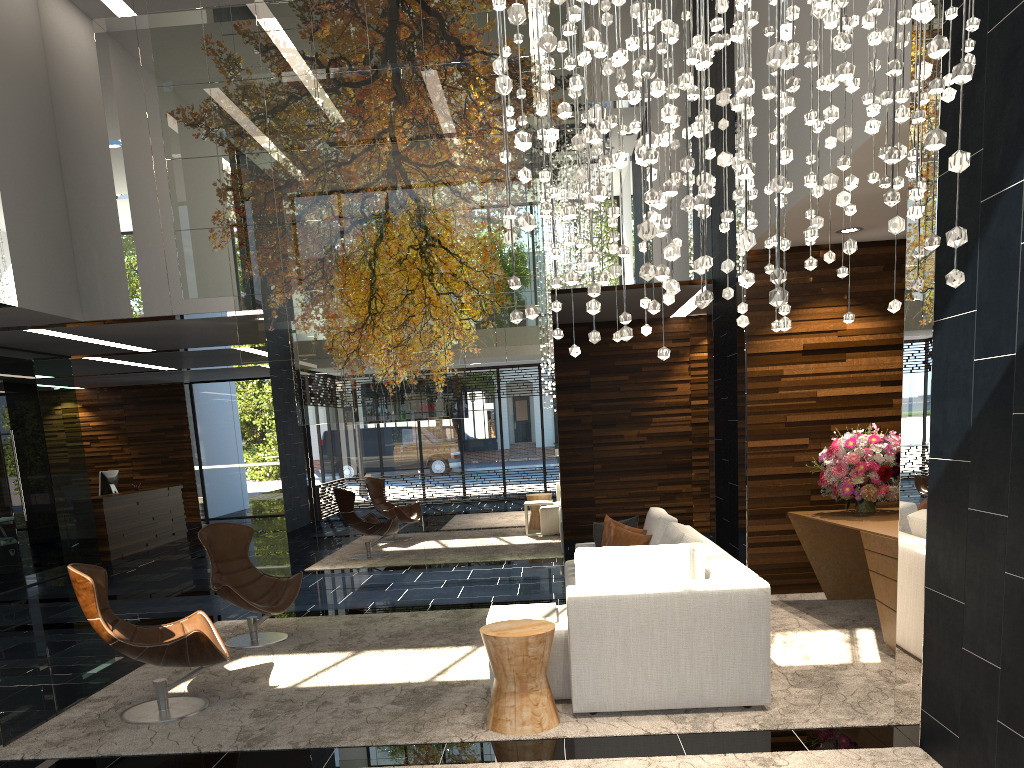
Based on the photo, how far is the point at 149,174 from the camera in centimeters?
878cm

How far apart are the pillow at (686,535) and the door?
8.16m

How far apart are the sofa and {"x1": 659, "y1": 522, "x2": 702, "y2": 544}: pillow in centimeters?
15cm

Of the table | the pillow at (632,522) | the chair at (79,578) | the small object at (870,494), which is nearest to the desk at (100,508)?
the chair at (79,578)

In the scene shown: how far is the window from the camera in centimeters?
1794cm

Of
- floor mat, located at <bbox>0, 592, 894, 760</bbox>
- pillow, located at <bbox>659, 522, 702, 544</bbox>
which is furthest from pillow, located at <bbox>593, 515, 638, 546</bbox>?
floor mat, located at <bbox>0, 592, 894, 760</bbox>

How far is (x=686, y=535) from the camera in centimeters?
504cm

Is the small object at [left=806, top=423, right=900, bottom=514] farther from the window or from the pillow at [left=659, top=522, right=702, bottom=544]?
the window

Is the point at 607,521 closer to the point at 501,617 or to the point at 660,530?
the point at 660,530

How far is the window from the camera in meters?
17.9 m
